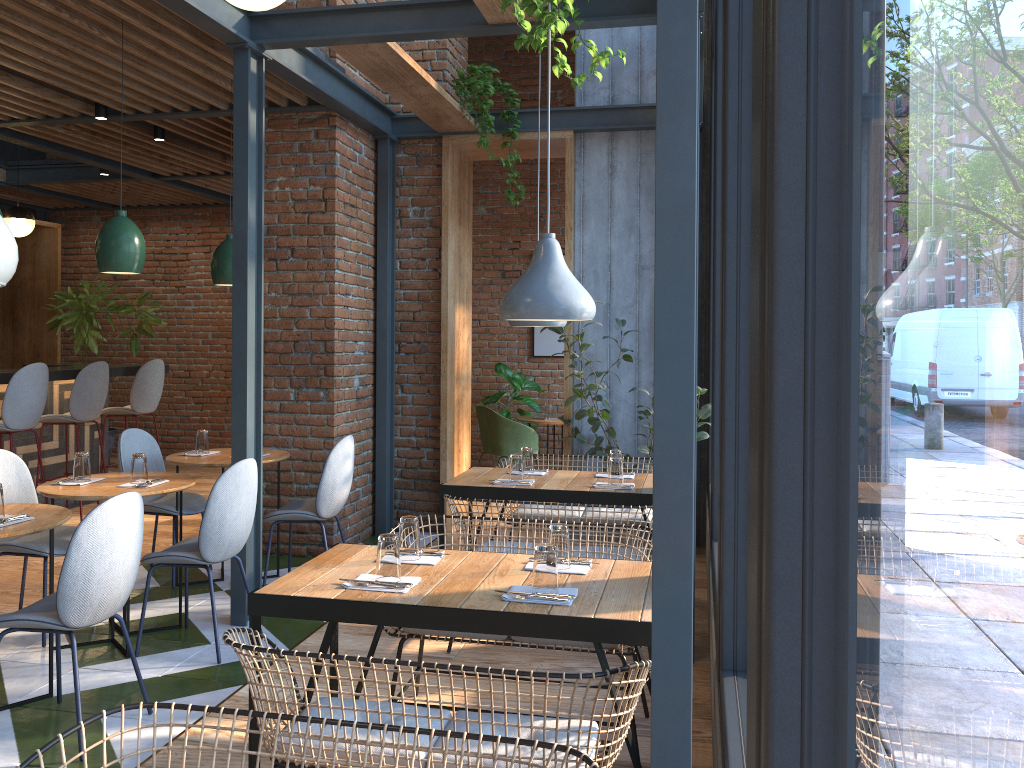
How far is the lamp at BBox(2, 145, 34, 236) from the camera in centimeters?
757cm

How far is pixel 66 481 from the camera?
4.2m

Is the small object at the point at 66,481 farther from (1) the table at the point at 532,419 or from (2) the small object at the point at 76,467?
(1) the table at the point at 532,419

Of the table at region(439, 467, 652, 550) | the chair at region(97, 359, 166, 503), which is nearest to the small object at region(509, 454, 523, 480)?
the table at region(439, 467, 652, 550)

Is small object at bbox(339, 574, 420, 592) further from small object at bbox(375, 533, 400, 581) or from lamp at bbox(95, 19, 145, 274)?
lamp at bbox(95, 19, 145, 274)

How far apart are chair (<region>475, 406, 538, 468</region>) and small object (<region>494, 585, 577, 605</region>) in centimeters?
526cm

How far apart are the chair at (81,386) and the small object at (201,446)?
2.17m

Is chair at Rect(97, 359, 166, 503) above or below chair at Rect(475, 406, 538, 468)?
above

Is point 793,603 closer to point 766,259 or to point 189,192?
point 766,259

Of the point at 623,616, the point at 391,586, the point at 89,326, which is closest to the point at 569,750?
the point at 623,616
